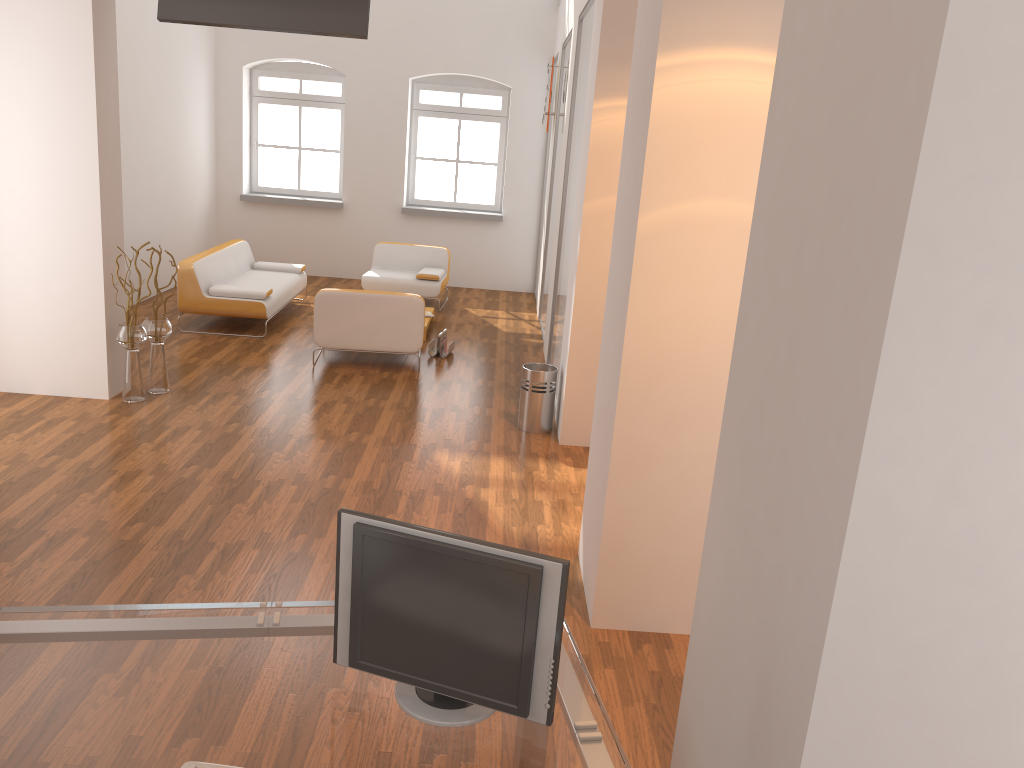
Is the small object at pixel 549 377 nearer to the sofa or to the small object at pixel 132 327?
the small object at pixel 132 327

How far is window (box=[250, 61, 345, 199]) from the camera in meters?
11.6

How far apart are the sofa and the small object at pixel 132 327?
1.8 meters

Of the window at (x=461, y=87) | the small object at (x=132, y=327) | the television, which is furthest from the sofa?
the television

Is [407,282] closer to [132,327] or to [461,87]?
[461,87]

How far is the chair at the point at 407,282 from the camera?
10.1m

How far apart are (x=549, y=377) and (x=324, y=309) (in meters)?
2.25

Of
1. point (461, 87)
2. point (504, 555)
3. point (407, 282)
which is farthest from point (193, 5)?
point (461, 87)

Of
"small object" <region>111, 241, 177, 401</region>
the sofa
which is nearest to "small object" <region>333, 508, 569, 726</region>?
"small object" <region>111, 241, 177, 401</region>

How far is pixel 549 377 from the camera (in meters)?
6.13
